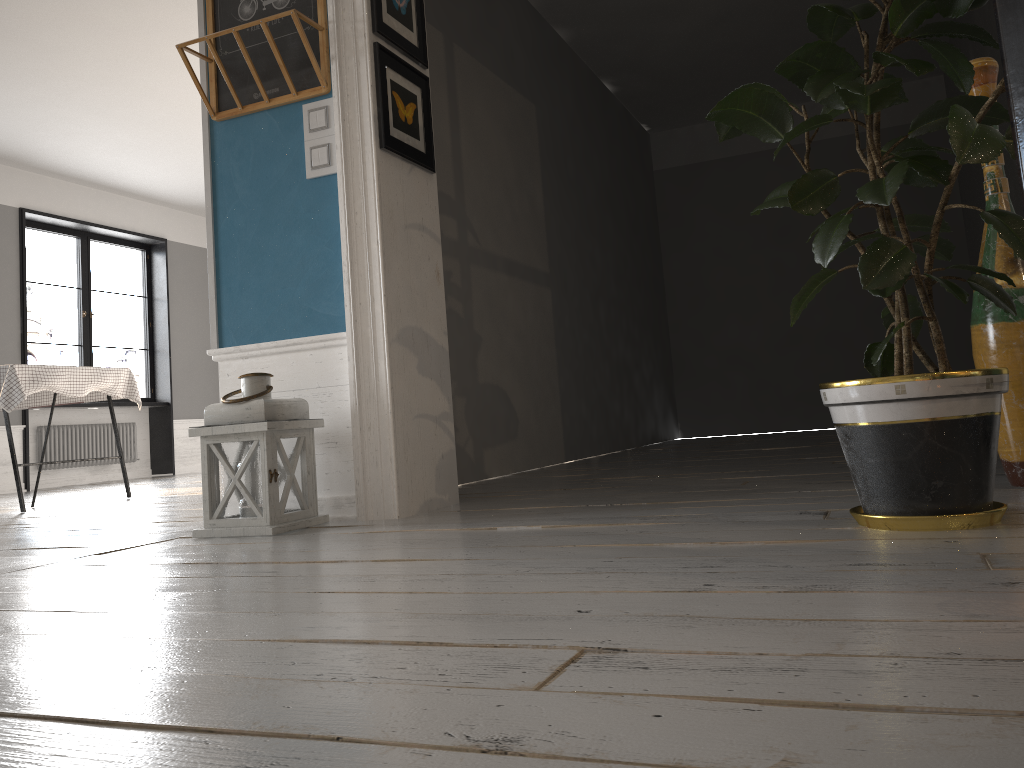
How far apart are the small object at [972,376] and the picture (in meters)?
1.09

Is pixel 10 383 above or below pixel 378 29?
below

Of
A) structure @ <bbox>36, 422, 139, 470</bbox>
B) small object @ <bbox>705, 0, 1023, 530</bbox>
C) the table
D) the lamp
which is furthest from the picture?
structure @ <bbox>36, 422, 139, 470</bbox>

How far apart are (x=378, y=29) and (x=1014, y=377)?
2.1 meters

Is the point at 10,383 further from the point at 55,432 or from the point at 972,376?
the point at 972,376

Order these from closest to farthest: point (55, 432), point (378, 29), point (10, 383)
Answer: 1. point (378, 29)
2. point (10, 383)
3. point (55, 432)

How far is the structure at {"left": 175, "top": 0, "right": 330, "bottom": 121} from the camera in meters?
2.9

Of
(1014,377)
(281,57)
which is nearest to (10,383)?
(281,57)

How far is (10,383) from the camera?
4.66m

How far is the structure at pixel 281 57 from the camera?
2.9m
